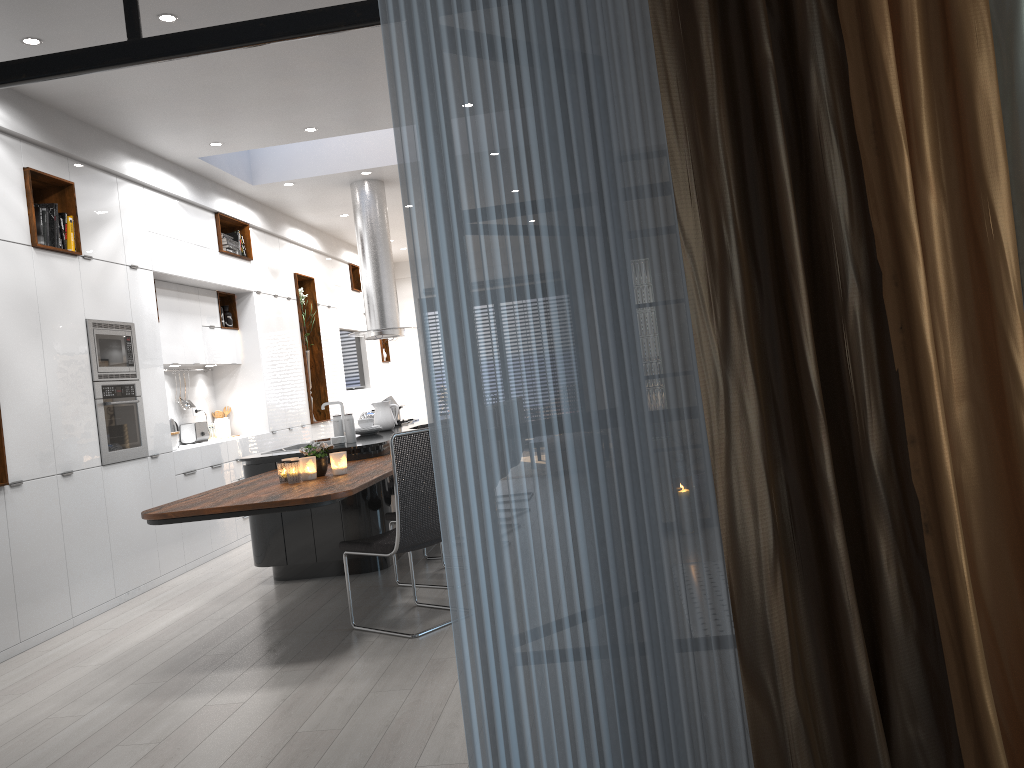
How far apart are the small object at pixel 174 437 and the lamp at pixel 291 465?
2.8 meters

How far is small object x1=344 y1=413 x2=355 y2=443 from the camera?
6.4 meters

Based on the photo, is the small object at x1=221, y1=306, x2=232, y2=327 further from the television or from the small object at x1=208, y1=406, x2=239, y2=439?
the television

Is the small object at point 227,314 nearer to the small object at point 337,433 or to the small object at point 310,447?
the small object at point 337,433

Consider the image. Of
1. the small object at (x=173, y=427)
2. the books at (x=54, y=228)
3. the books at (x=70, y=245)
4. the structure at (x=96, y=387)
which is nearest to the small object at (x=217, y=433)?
the small object at (x=173, y=427)

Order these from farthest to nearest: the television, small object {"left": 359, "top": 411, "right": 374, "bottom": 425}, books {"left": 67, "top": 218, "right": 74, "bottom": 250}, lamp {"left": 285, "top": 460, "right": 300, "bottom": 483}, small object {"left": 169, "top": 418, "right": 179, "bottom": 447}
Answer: the television < small object {"left": 359, "top": 411, "right": 374, "bottom": 425} < small object {"left": 169, "top": 418, "right": 179, "bottom": 447} < books {"left": 67, "top": 218, "right": 74, "bottom": 250} < lamp {"left": 285, "top": 460, "right": 300, "bottom": 483}

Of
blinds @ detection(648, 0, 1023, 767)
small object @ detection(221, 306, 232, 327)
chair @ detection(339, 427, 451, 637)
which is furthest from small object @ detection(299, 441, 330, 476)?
small object @ detection(221, 306, 232, 327)

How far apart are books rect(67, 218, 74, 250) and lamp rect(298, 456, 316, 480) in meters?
2.5 m

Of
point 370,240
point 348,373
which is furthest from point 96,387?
point 348,373

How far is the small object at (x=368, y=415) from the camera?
8.04m
